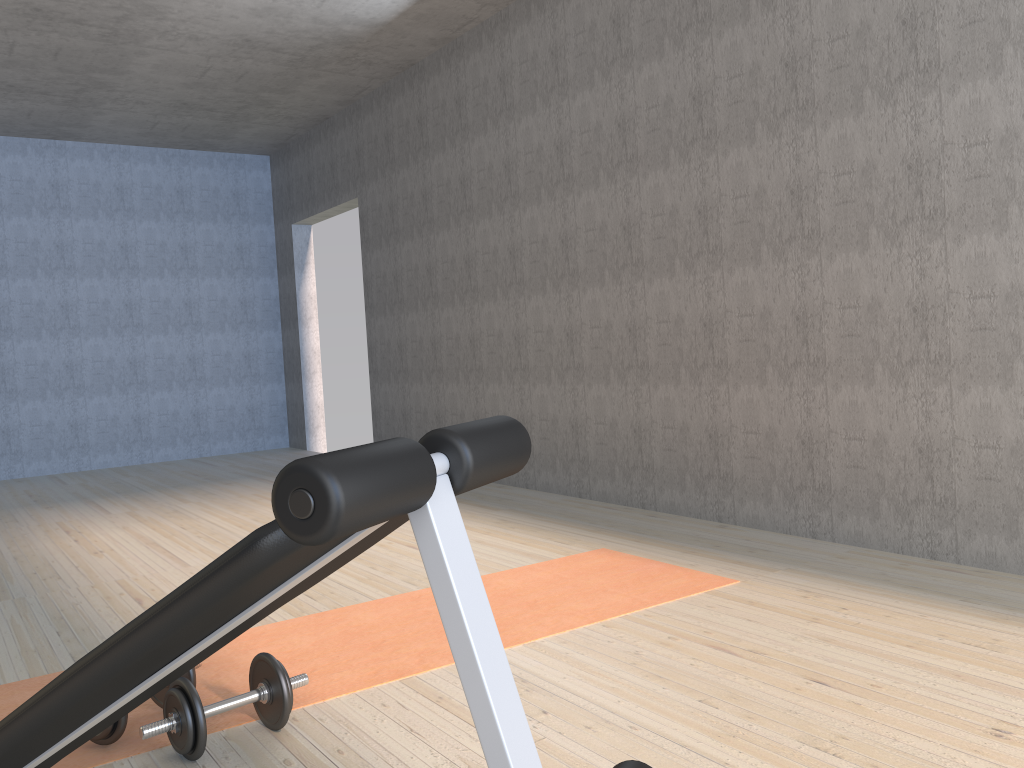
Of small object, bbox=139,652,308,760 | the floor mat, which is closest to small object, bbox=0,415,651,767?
small object, bbox=139,652,308,760

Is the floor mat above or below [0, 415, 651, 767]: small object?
below

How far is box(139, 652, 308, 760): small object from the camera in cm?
184

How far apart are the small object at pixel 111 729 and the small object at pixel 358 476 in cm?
46

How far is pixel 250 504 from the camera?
5.22m

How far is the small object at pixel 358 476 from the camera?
0.8 meters

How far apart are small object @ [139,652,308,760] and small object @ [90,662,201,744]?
0.1m

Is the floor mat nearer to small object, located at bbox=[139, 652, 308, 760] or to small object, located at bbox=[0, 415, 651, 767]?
small object, located at bbox=[139, 652, 308, 760]

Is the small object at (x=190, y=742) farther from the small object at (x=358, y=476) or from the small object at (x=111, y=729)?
the small object at (x=358, y=476)

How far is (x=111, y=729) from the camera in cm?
193
